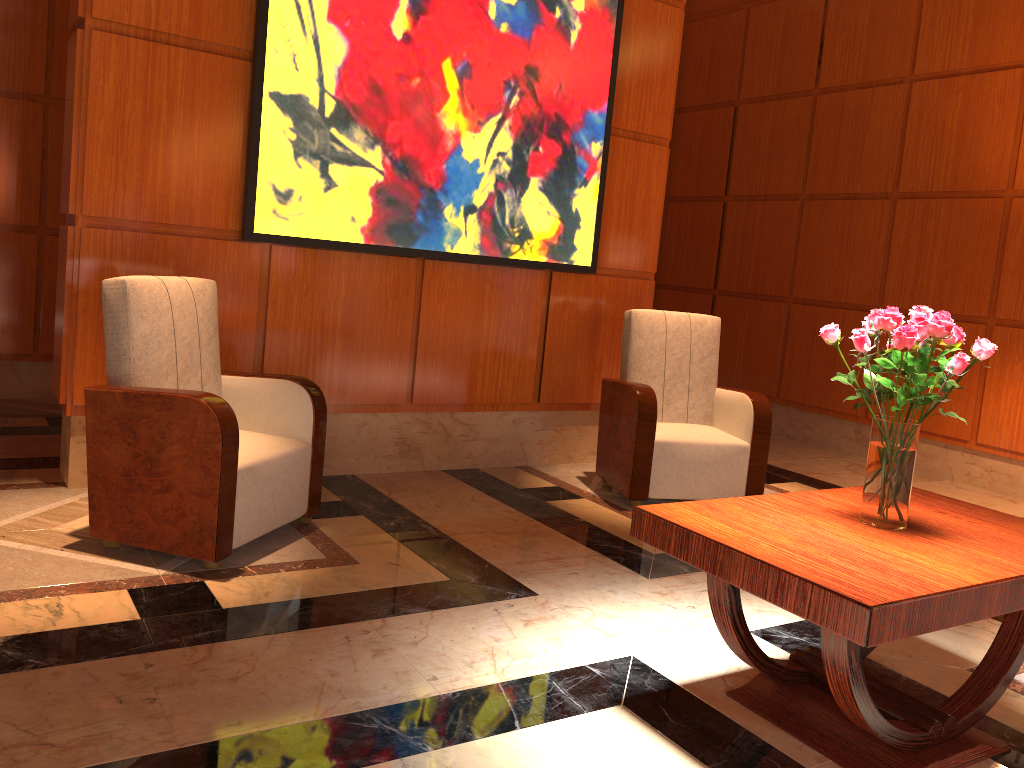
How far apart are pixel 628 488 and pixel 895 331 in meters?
2.3 m

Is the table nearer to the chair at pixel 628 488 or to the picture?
the chair at pixel 628 488

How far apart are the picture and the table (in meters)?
2.39

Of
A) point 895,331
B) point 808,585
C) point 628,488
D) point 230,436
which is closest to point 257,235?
point 230,436

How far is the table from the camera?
1.9m

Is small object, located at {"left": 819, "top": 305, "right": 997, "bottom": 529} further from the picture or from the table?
the picture

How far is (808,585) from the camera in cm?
188

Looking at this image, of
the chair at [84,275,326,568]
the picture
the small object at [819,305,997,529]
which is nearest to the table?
the small object at [819,305,997,529]

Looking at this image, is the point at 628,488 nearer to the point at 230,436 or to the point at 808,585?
the point at 230,436

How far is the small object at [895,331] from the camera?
2.2m
